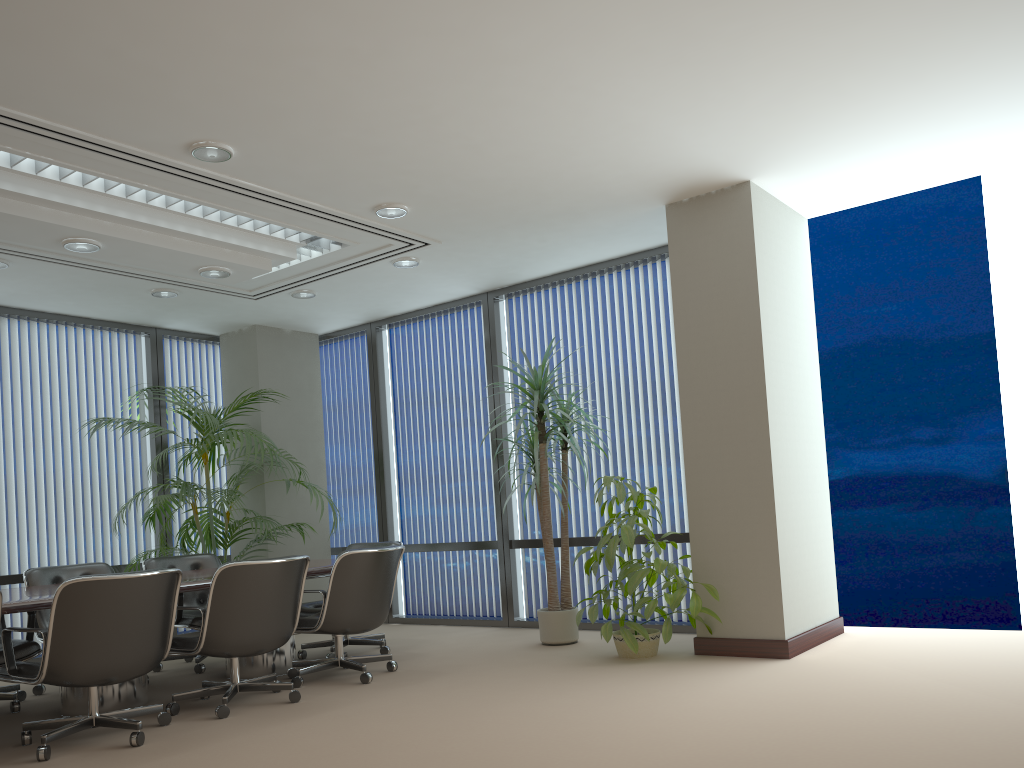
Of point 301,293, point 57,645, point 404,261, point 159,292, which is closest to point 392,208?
point 404,261

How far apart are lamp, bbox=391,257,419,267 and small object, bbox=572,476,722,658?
2.4m

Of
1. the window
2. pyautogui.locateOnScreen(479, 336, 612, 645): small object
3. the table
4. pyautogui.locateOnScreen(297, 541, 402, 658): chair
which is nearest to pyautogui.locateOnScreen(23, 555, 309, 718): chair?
the table

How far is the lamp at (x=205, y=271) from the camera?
6.2m

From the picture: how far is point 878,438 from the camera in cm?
2990

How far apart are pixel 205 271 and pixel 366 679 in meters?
3.0

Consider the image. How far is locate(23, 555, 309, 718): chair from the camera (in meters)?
4.75

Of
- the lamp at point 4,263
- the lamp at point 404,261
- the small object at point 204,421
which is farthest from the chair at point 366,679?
the lamp at point 4,263

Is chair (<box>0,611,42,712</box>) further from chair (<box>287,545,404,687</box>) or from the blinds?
the blinds

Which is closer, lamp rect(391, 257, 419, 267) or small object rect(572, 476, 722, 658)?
small object rect(572, 476, 722, 658)
